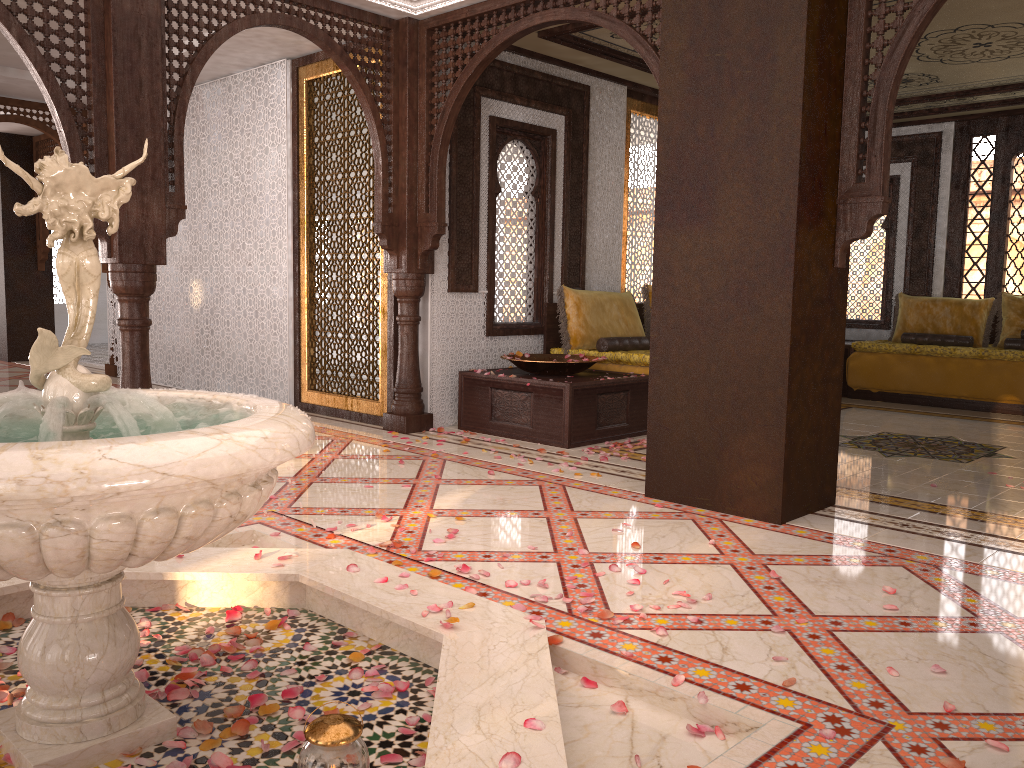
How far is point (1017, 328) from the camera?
8.31m

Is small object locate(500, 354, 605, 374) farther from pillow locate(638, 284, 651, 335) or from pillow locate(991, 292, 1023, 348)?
pillow locate(991, 292, 1023, 348)

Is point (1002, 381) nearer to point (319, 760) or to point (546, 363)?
point (546, 363)

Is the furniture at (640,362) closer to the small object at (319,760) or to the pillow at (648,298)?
the pillow at (648,298)

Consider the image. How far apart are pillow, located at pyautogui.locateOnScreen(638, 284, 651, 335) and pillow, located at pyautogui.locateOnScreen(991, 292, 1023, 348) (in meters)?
3.60

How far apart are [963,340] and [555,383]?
5.0m

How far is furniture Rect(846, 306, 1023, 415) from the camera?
7.8m

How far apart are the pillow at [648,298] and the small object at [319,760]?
6.15m

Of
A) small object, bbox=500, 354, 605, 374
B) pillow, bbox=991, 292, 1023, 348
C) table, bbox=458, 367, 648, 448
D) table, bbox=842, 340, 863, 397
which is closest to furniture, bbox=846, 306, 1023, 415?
table, bbox=842, 340, 863, 397

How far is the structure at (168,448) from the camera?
1.7m
